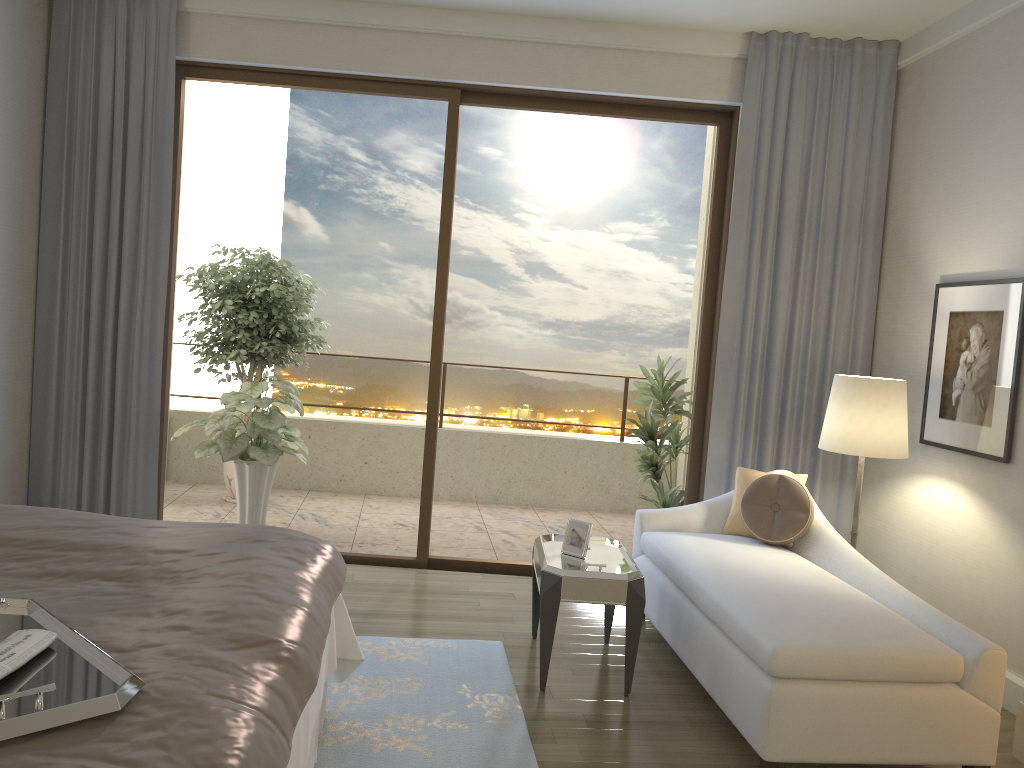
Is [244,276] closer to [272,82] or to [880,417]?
[272,82]

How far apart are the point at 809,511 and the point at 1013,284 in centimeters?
130cm

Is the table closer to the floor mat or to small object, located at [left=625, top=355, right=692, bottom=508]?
the floor mat

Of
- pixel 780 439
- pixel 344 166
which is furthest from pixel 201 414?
Result: pixel 780 439

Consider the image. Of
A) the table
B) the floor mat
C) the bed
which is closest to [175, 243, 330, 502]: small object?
the floor mat

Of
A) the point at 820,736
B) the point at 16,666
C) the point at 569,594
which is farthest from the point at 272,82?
the point at 820,736

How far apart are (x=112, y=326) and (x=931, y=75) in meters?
4.5 m

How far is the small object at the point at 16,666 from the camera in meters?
1.5 m

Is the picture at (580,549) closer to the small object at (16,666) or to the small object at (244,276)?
the small object at (16,666)

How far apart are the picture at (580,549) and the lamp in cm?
122
